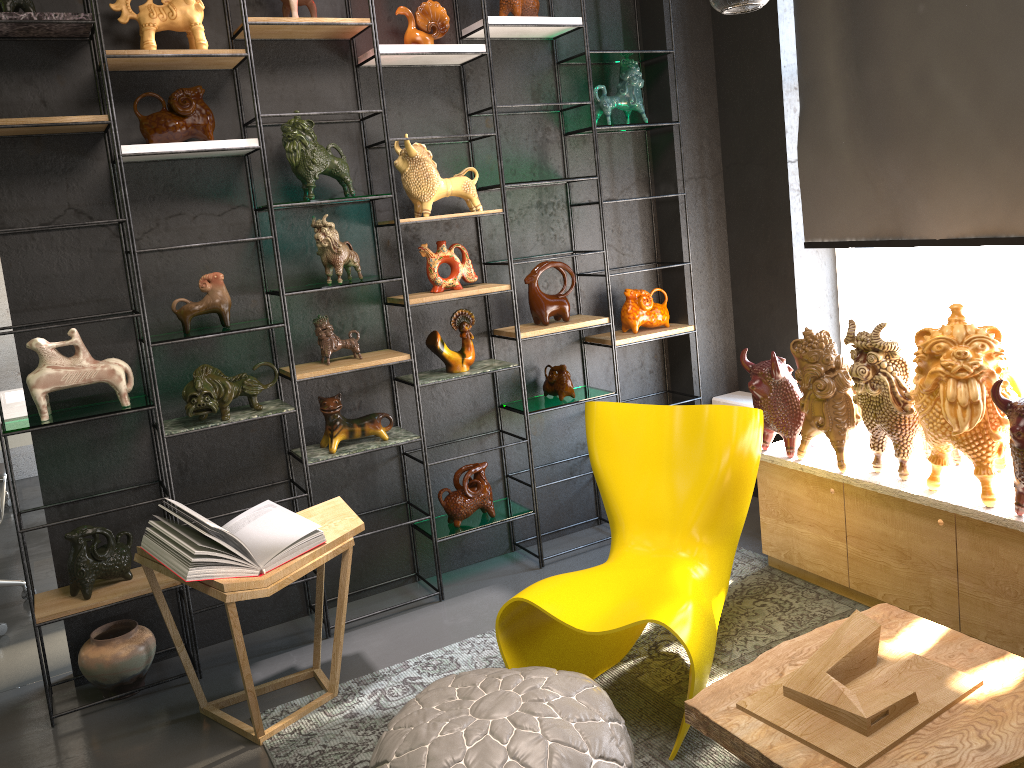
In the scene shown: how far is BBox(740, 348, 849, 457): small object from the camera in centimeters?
348cm

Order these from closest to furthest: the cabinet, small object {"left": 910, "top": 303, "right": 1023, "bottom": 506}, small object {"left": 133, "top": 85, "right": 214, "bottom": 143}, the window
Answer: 1. small object {"left": 910, "top": 303, "right": 1023, "bottom": 506}
2. the cabinet
3. small object {"left": 133, "top": 85, "right": 214, "bottom": 143}
4. the window

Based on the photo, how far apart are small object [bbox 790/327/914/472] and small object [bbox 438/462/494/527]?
1.3 meters

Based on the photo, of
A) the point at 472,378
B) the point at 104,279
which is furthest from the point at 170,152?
the point at 472,378

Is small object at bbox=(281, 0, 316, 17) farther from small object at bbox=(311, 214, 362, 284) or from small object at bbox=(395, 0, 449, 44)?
small object at bbox=(311, 214, 362, 284)

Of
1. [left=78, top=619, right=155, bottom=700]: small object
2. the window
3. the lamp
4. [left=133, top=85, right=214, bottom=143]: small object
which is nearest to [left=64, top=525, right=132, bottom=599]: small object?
[left=78, top=619, right=155, bottom=700]: small object

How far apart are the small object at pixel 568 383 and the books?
1.4 meters

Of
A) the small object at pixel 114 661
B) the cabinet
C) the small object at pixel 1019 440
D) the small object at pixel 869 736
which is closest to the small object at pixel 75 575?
the small object at pixel 114 661

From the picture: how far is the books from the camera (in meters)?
2.76

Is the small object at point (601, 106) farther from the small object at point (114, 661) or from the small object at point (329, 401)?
the small object at point (114, 661)
